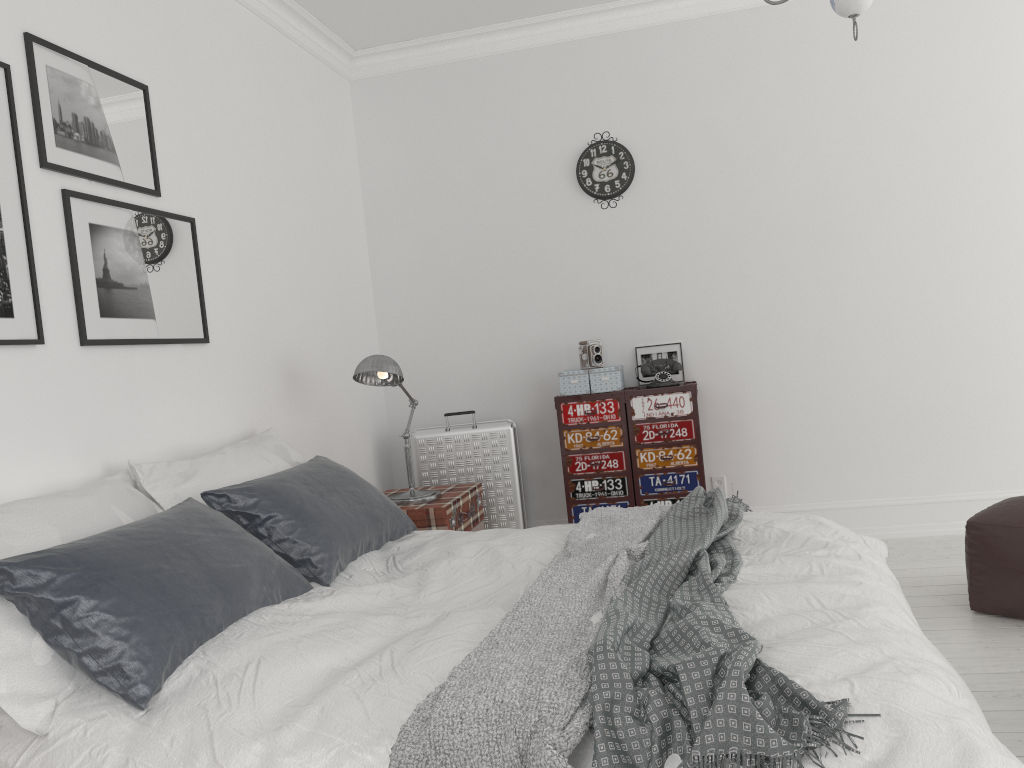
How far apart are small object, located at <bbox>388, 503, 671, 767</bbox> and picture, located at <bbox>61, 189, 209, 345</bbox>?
1.6m

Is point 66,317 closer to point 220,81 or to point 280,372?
point 280,372

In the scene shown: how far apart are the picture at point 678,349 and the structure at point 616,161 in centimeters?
87cm

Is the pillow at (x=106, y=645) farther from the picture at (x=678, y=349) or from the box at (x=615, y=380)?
the picture at (x=678, y=349)

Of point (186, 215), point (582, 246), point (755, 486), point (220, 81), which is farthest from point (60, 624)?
point (755, 486)

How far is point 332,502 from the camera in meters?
3.0 m

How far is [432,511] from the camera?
3.9m

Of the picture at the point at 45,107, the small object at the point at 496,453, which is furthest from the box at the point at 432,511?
the picture at the point at 45,107

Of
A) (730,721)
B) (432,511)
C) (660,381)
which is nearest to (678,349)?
(660,381)

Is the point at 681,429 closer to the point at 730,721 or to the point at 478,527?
the point at 478,527
